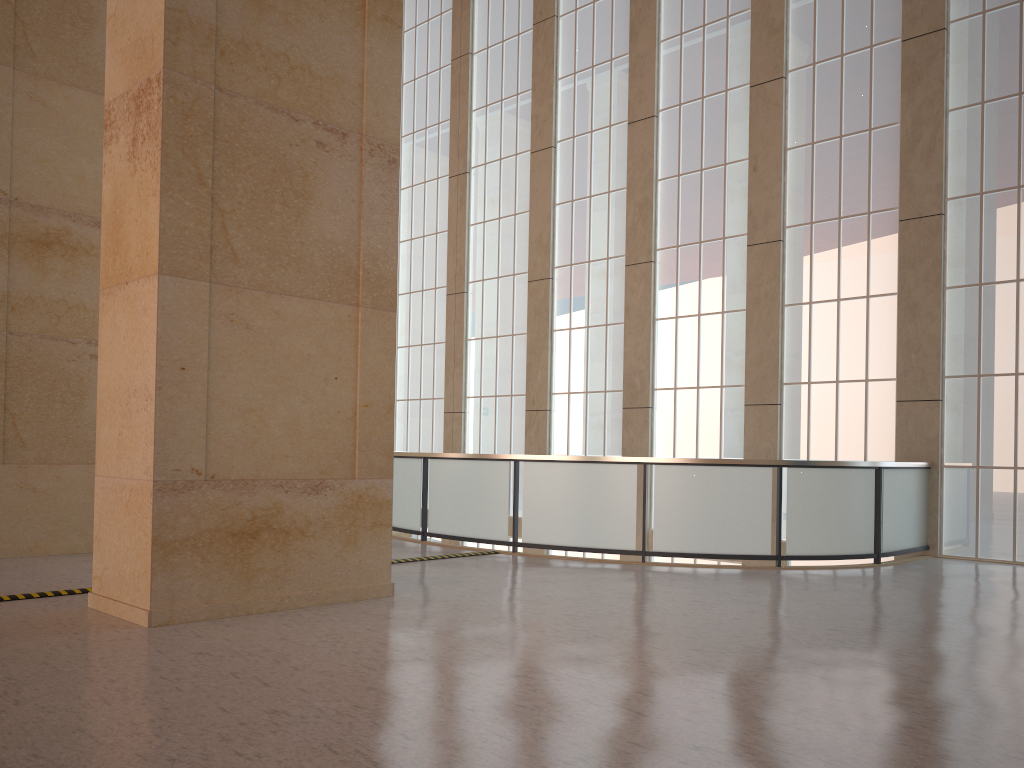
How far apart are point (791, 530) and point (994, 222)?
7.2 meters

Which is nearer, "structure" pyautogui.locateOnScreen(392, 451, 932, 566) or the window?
"structure" pyautogui.locateOnScreen(392, 451, 932, 566)

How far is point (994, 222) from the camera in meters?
16.3

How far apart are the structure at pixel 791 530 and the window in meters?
0.4

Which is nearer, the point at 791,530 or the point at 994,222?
the point at 791,530

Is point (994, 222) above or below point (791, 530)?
above

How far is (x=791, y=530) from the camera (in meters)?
14.39

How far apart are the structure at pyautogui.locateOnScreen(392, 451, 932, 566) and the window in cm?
44

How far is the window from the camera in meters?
16.3 m

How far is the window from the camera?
16.3 meters
